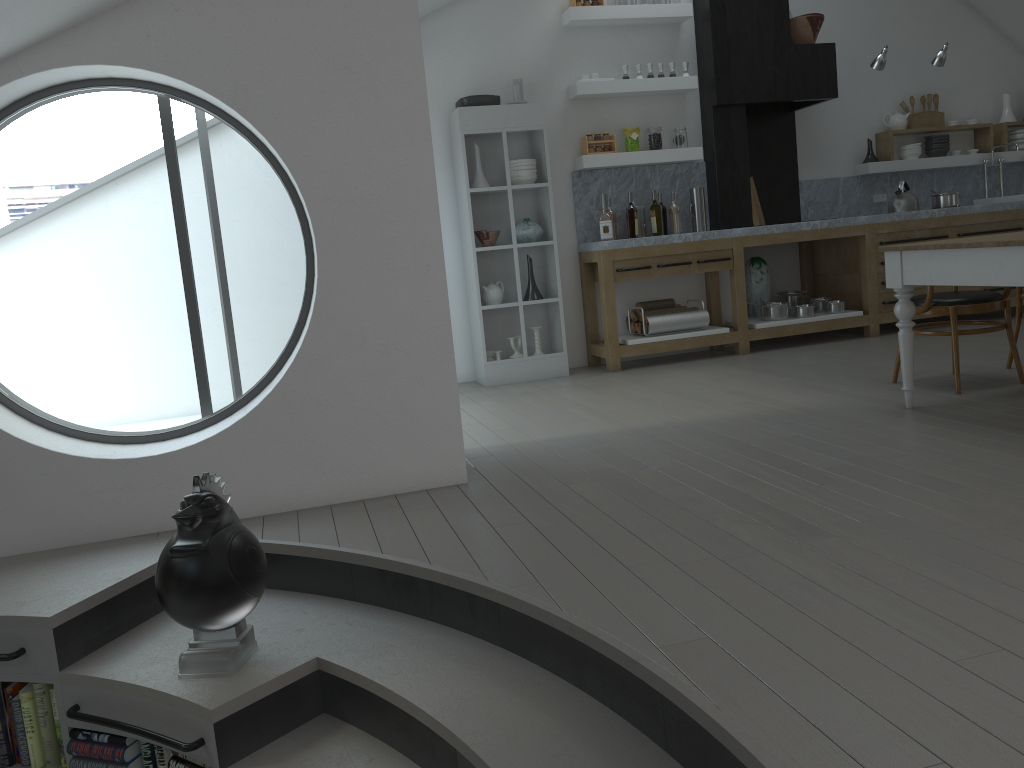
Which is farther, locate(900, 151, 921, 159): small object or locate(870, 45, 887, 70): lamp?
locate(900, 151, 921, 159): small object

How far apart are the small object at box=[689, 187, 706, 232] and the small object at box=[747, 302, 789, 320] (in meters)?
0.80

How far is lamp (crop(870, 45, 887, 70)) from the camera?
6.9 meters

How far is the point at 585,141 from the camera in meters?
6.7

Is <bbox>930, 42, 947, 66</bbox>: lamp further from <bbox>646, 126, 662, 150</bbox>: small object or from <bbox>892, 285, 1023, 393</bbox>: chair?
<bbox>892, 285, 1023, 393</bbox>: chair

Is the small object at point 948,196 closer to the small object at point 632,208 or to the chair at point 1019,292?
the chair at point 1019,292

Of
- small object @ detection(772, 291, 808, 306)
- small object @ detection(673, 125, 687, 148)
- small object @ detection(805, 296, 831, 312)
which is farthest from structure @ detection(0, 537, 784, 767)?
small object @ detection(772, 291, 808, 306)

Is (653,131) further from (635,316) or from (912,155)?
(912,155)

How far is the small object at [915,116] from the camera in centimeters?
790cm

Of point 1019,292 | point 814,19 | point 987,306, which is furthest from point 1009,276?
point 814,19
